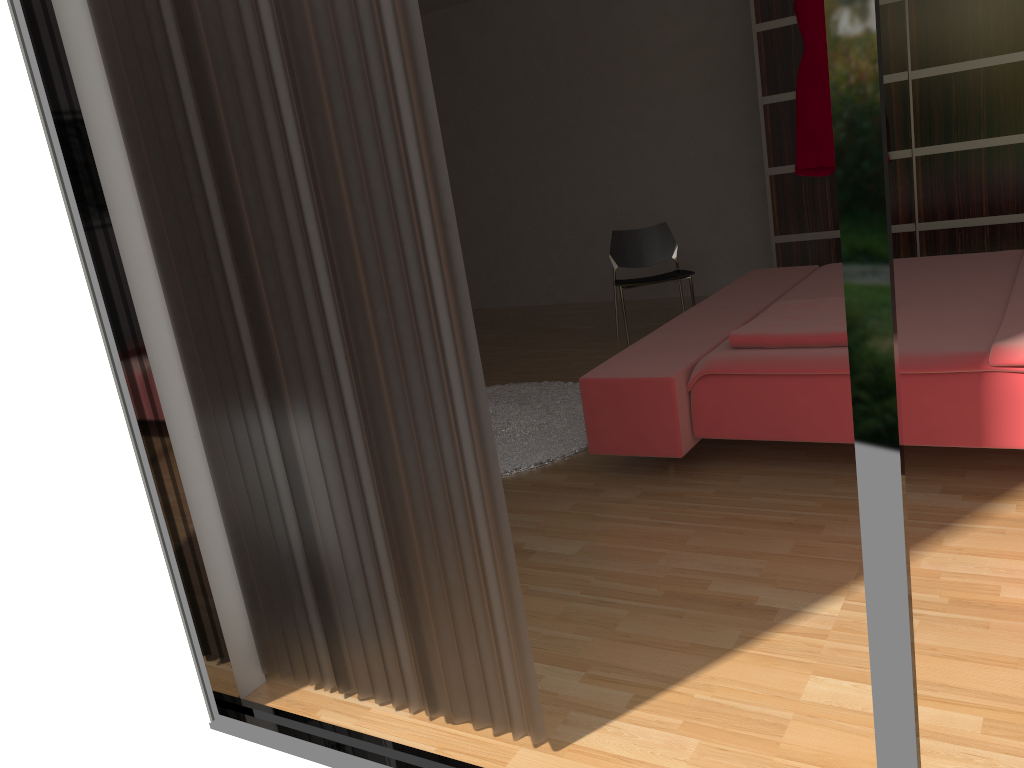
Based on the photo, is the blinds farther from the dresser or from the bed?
the dresser

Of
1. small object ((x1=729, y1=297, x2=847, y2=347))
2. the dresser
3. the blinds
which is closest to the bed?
small object ((x1=729, y1=297, x2=847, y2=347))

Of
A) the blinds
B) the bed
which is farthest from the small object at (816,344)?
the blinds

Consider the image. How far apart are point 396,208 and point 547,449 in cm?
204

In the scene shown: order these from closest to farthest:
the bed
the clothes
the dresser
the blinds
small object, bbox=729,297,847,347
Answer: the blinds, the bed, small object, bbox=729,297,847,347, the dresser, the clothes

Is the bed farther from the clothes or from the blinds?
the blinds

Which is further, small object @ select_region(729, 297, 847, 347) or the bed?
small object @ select_region(729, 297, 847, 347)

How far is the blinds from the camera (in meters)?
1.49

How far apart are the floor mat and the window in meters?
1.5

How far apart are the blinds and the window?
0.1m
